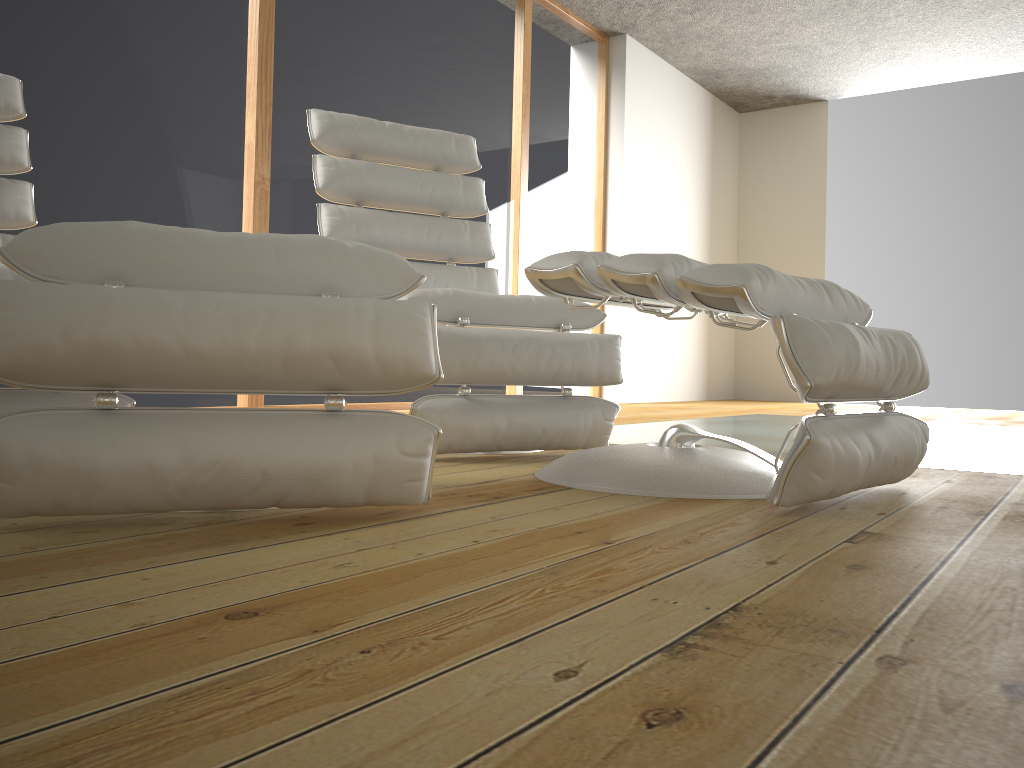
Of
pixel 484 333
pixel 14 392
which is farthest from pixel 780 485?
pixel 14 392

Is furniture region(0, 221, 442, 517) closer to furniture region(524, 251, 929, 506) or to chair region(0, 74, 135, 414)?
furniture region(524, 251, 929, 506)

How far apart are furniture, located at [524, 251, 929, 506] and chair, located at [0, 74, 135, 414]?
0.9m

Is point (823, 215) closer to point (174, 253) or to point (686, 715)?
point (174, 253)

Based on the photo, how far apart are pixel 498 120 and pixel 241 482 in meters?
4.1 m

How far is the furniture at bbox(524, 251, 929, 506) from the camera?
1.31m

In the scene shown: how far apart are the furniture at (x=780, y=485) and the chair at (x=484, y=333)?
0.2m

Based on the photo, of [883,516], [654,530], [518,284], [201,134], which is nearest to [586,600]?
[654,530]

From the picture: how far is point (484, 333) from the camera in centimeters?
198cm

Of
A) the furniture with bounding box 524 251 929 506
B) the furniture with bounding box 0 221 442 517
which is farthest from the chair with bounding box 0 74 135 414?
the furniture with bounding box 524 251 929 506
